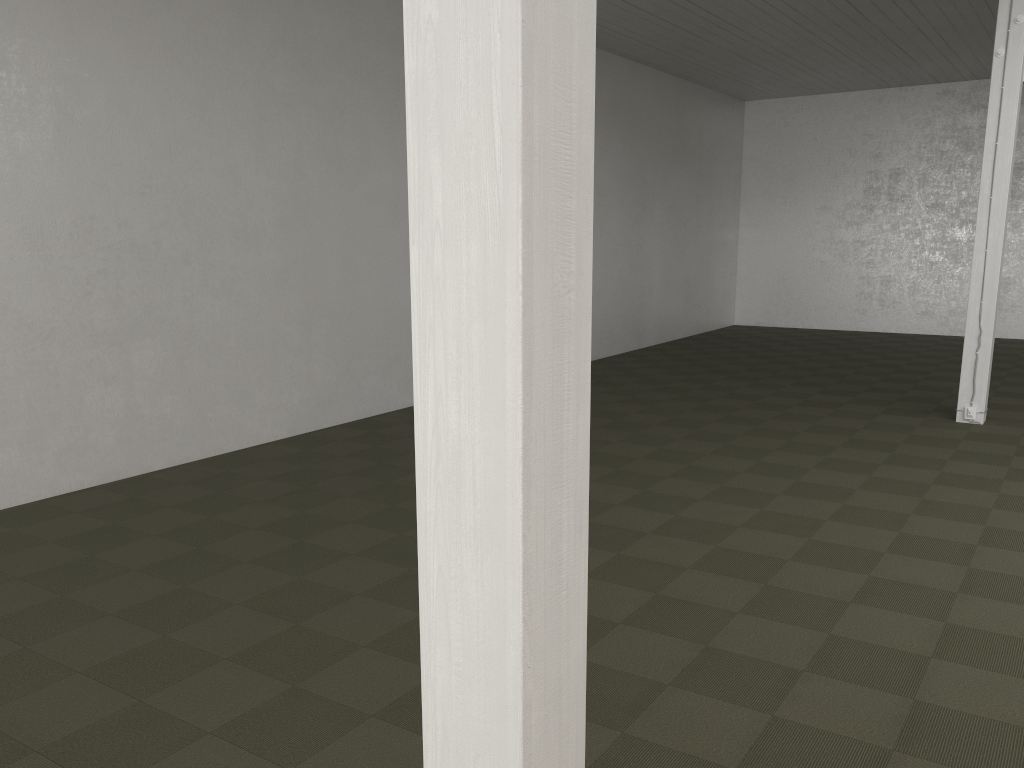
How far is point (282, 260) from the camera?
8.3 meters
